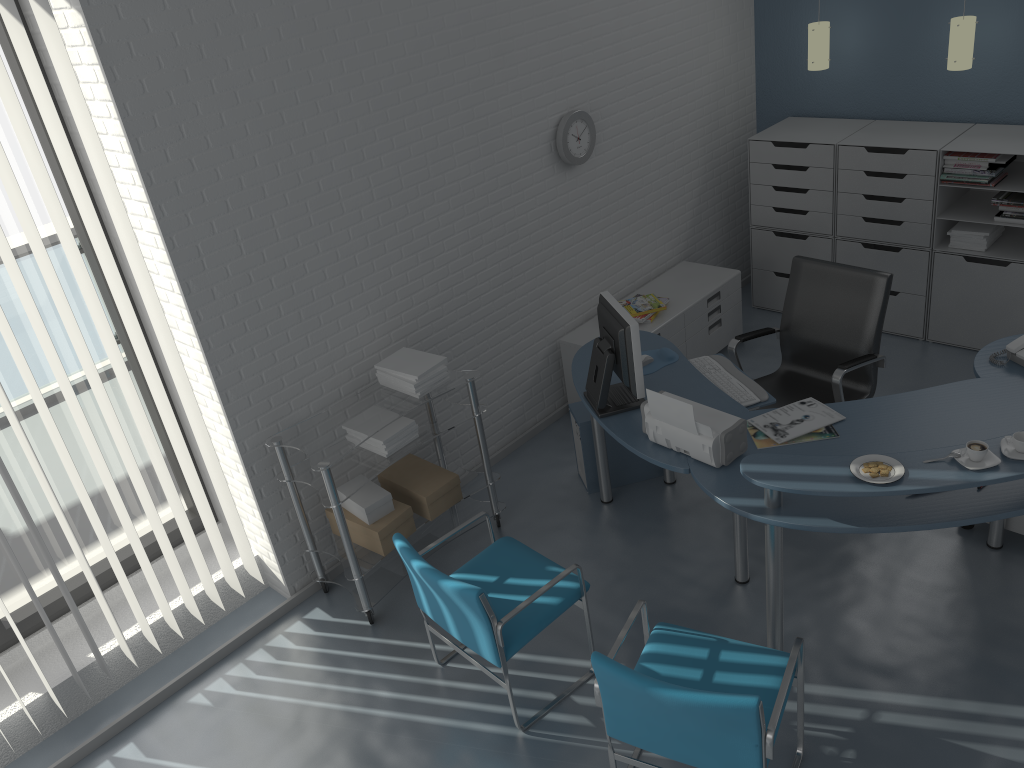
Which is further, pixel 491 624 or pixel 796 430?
pixel 796 430

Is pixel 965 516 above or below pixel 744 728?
above

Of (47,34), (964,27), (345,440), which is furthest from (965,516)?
(47,34)

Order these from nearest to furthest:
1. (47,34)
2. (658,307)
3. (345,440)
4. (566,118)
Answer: (47,34)
(345,440)
(566,118)
(658,307)

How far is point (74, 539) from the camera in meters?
3.3 m

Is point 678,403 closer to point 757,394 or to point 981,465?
point 757,394

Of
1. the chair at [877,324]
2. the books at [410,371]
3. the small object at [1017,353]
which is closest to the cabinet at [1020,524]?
the small object at [1017,353]

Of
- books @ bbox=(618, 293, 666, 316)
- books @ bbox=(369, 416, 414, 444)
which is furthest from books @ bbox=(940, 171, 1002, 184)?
books @ bbox=(369, 416, 414, 444)

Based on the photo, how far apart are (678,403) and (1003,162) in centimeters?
274cm

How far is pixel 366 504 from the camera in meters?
3.8
